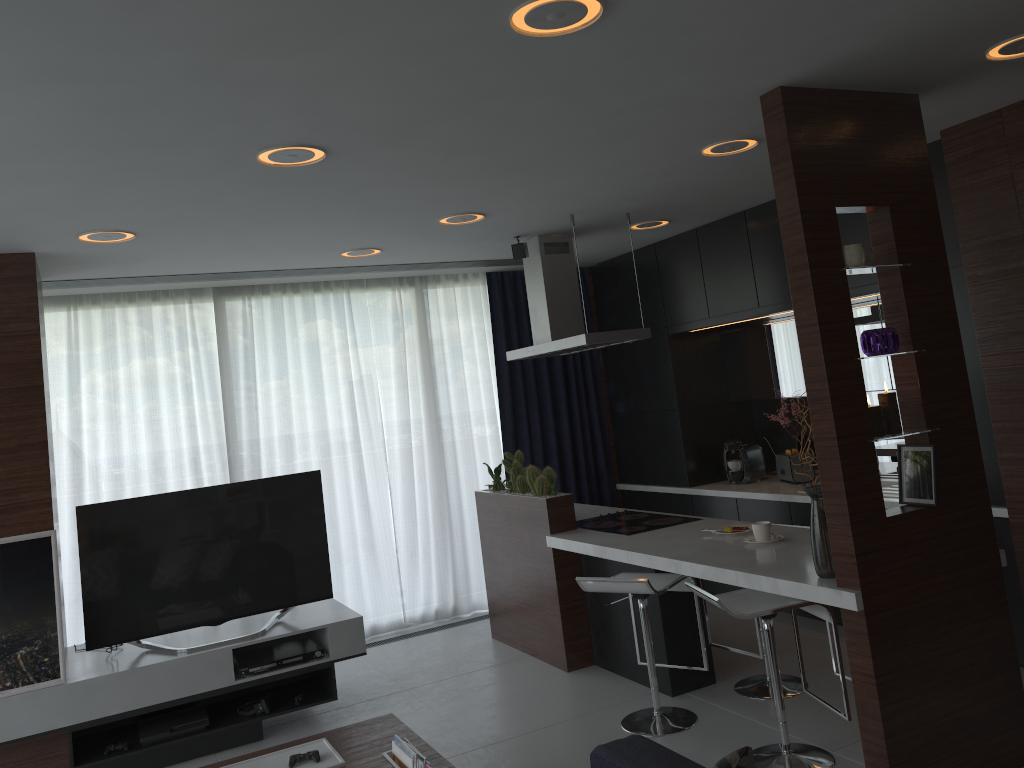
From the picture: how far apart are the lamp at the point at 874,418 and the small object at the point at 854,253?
0.44m

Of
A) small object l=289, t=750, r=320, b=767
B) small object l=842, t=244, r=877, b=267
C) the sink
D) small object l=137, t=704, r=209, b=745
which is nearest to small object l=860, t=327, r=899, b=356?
small object l=842, t=244, r=877, b=267

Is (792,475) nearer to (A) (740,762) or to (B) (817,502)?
(B) (817,502)

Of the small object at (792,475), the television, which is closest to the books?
the television

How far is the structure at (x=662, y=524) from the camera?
4.9m

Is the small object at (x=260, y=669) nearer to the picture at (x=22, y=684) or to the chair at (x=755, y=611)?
the picture at (x=22, y=684)

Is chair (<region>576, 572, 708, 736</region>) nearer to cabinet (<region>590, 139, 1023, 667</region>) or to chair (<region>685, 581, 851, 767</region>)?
chair (<region>685, 581, 851, 767</region>)

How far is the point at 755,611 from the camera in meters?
3.5

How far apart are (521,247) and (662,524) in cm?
188

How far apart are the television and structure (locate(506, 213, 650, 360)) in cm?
154
